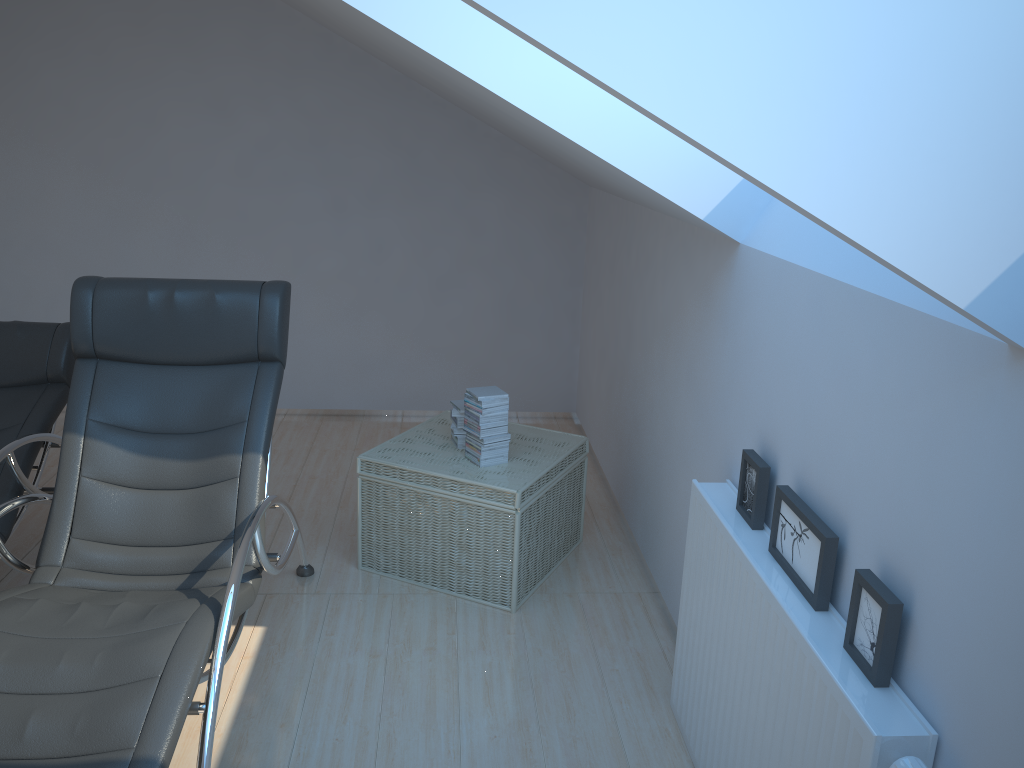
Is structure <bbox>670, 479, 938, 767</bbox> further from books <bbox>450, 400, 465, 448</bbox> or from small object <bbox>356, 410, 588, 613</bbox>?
books <bbox>450, 400, 465, 448</bbox>

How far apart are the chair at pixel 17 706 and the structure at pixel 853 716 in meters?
1.3

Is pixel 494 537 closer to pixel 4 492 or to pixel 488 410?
pixel 488 410

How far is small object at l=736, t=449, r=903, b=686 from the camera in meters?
1.7 m

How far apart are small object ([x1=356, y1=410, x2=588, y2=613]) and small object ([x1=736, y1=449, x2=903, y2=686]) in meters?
1.0 m

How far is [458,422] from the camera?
3.71m

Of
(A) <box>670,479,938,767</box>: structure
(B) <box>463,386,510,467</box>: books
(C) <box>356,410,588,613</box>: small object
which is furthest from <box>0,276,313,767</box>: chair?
(A) <box>670,479,938,767</box>: structure

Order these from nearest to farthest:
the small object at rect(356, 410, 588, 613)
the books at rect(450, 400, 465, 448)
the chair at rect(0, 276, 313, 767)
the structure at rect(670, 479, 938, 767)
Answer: the structure at rect(670, 479, 938, 767), the chair at rect(0, 276, 313, 767), the small object at rect(356, 410, 588, 613), the books at rect(450, 400, 465, 448)

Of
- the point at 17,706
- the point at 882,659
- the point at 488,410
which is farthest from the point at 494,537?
the point at 882,659

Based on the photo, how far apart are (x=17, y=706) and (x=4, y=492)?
1.4m
